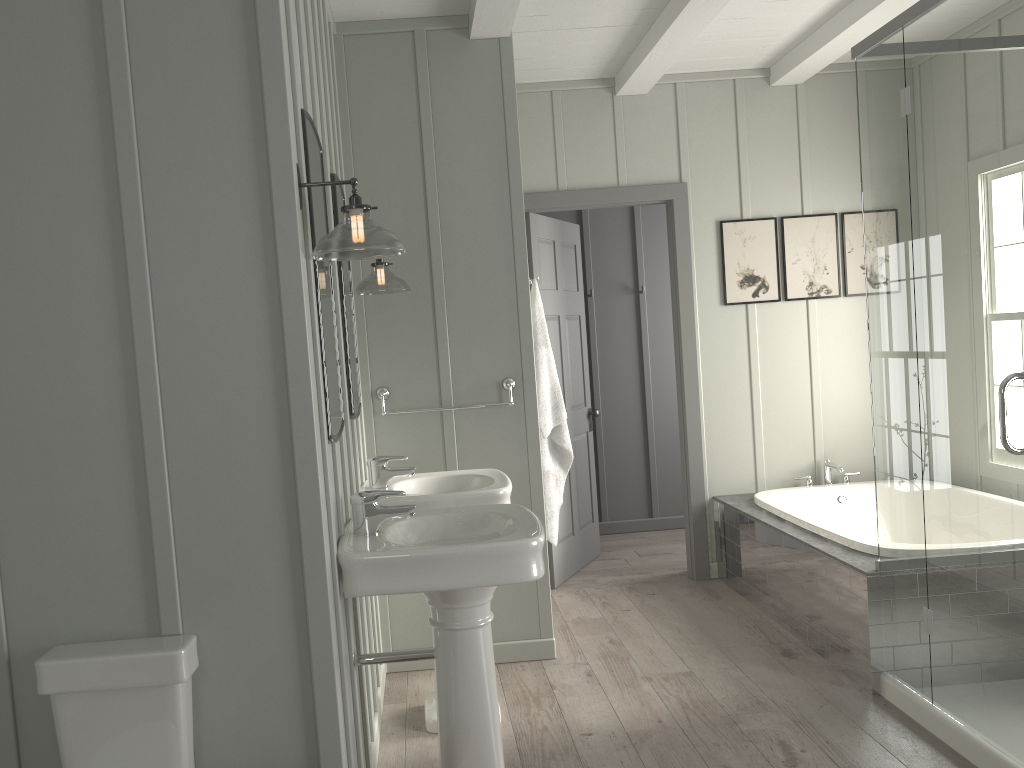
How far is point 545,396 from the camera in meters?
3.9

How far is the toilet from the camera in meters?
1.9 m

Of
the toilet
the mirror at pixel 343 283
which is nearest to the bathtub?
the mirror at pixel 343 283

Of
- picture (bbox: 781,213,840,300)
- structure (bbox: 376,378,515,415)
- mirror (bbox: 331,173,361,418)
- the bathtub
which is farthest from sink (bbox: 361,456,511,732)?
picture (bbox: 781,213,840,300)

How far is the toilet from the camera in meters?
1.9 m

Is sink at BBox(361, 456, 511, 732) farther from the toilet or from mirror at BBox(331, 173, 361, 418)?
the toilet

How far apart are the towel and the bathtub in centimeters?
110cm

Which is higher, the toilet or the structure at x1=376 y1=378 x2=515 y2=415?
the structure at x1=376 y1=378 x2=515 y2=415

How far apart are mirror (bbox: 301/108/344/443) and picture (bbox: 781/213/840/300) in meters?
3.2 m

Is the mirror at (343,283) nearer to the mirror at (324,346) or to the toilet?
the mirror at (324,346)
